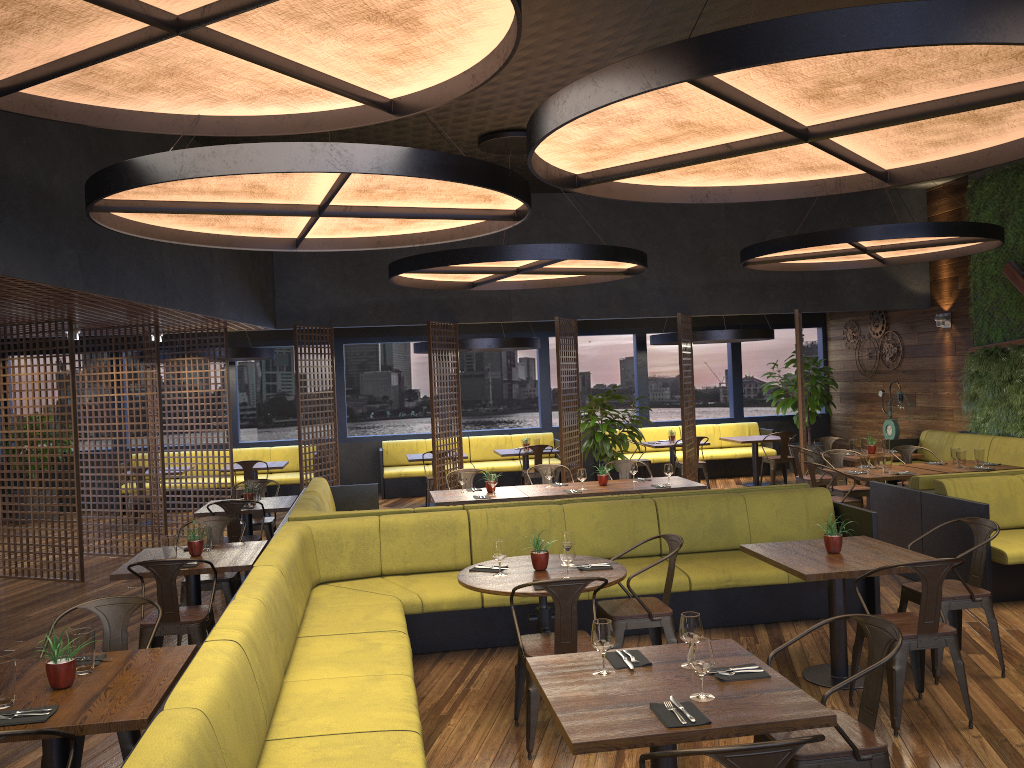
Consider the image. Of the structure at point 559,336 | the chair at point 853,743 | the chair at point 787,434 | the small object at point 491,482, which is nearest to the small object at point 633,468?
the small object at point 491,482

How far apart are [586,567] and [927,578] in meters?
1.9

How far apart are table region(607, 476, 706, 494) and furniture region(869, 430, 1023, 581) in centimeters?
160cm

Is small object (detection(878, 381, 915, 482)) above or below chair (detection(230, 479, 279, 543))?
above

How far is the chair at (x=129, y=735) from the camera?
4.0 meters

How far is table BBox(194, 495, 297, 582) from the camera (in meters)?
8.47

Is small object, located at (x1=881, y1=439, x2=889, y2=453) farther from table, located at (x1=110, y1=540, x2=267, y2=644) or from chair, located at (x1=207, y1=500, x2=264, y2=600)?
table, located at (x1=110, y1=540, x2=267, y2=644)

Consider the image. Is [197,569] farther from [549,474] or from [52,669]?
[549,474]

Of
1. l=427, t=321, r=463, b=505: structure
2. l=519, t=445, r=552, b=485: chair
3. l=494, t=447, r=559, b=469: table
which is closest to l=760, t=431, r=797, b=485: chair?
l=519, t=445, r=552, b=485: chair

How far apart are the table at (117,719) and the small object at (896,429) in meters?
12.1 m
